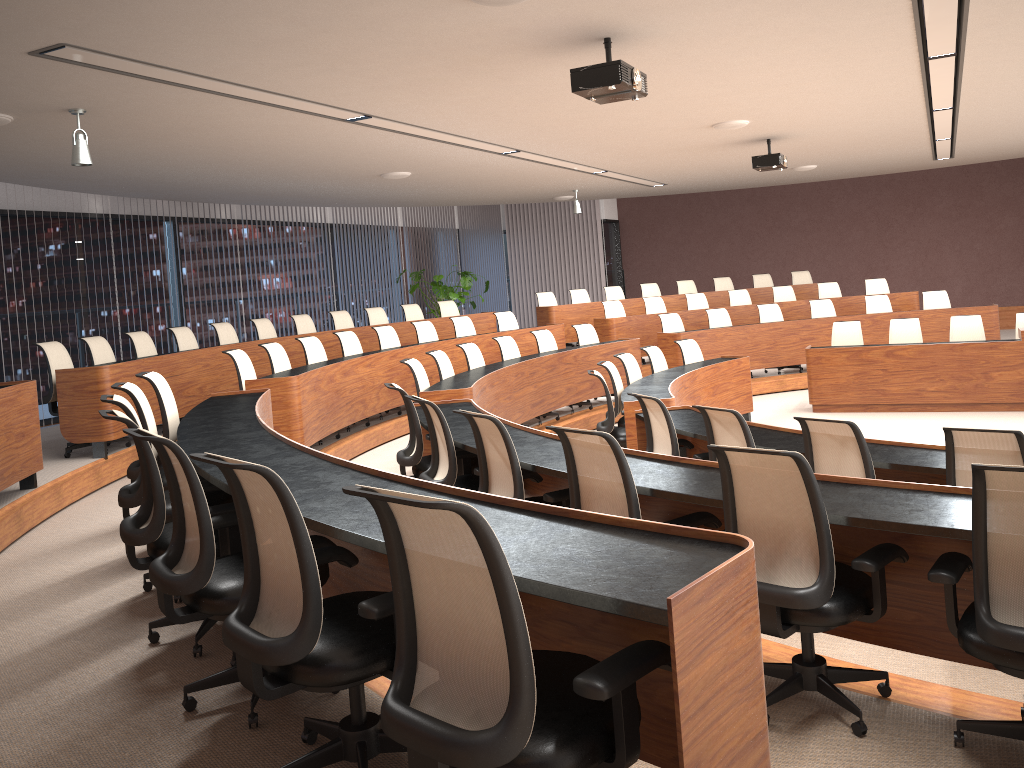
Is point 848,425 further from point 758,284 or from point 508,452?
point 758,284

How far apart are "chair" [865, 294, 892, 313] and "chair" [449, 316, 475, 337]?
5.7m

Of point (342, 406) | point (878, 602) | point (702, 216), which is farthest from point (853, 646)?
point (702, 216)

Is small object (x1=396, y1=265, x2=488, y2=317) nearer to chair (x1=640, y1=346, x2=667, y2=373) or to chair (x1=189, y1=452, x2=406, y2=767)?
chair (x1=640, y1=346, x2=667, y2=373)

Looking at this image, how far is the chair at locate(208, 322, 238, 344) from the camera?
9.81m

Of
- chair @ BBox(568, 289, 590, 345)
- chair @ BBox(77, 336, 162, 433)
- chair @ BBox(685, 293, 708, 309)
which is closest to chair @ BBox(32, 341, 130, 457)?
chair @ BBox(77, 336, 162, 433)

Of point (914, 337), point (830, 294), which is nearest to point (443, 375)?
point (914, 337)

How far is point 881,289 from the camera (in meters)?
13.78

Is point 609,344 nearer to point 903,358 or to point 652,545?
point 903,358

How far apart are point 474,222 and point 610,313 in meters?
5.7 m
